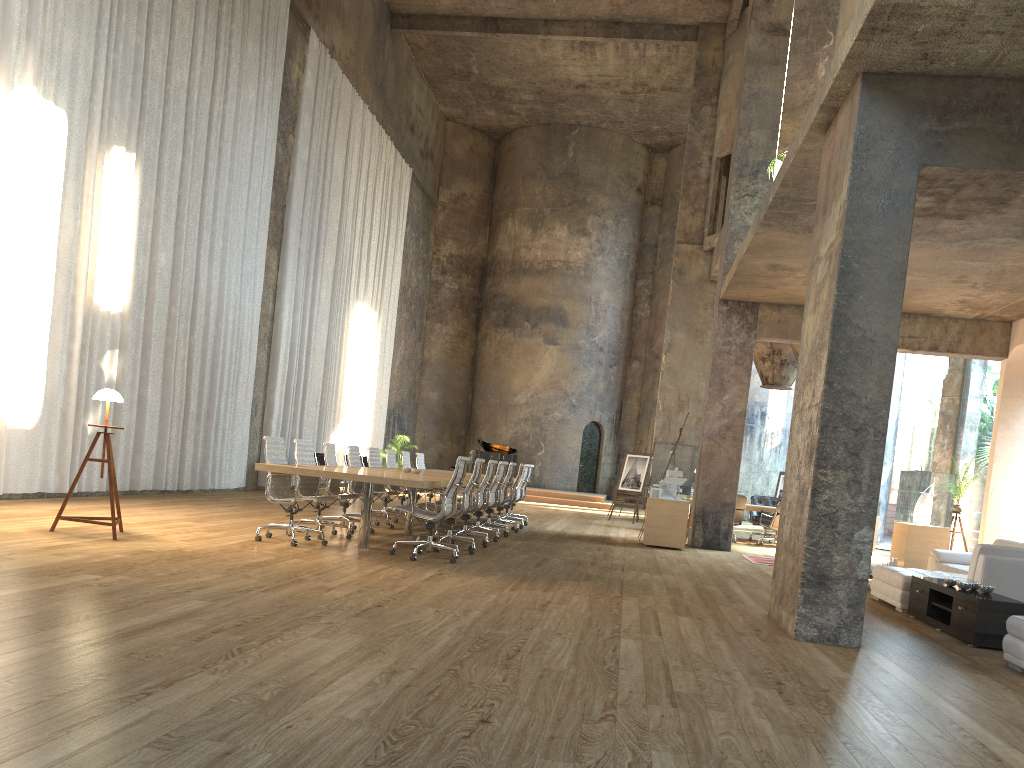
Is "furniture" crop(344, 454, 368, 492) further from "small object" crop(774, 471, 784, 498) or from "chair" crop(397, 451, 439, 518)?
"small object" crop(774, 471, 784, 498)

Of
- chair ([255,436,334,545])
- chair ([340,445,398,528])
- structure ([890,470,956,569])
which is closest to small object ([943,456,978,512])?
structure ([890,470,956,569])

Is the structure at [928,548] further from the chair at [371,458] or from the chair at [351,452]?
the chair at [351,452]

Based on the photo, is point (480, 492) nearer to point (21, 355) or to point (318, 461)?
point (21, 355)

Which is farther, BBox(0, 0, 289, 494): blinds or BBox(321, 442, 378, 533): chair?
BBox(321, 442, 378, 533): chair

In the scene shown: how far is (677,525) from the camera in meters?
12.7

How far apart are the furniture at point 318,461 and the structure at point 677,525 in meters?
7.2 m

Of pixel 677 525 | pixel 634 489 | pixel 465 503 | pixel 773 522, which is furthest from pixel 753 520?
pixel 465 503

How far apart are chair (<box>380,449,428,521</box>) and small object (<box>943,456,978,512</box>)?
8.6m

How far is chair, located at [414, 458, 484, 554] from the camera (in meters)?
9.15
